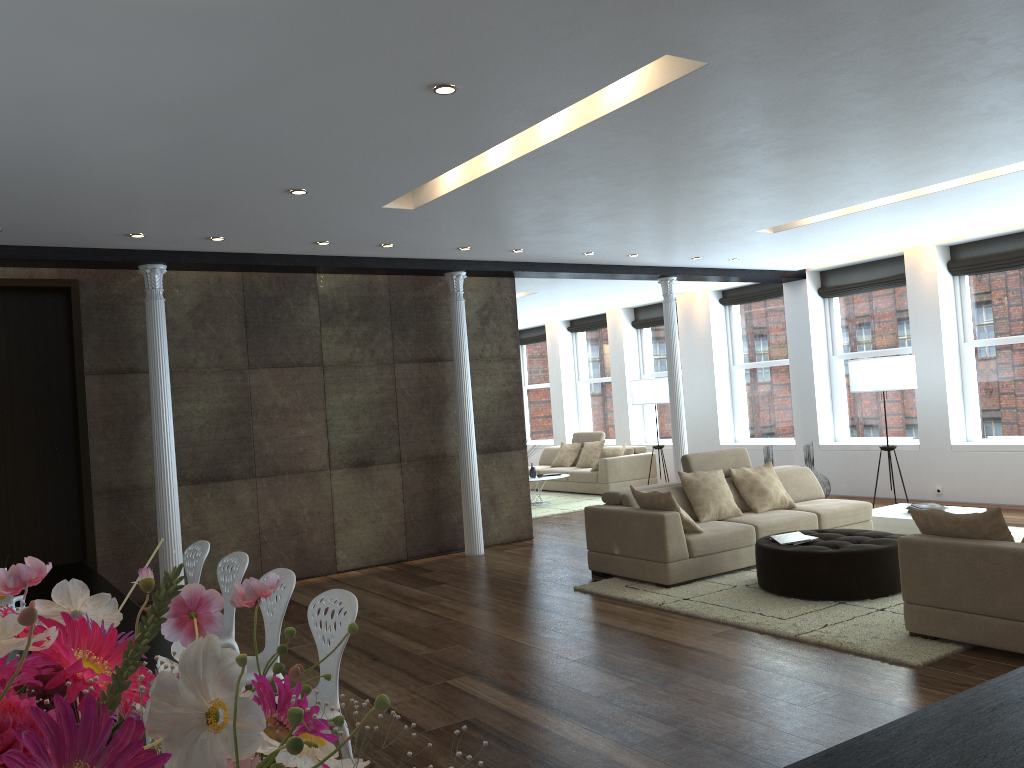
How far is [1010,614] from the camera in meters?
4.6

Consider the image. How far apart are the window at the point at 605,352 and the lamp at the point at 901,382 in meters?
6.3

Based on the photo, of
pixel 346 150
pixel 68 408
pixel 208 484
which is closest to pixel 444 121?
pixel 346 150

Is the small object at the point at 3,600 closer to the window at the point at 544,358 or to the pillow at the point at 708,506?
the pillow at the point at 708,506

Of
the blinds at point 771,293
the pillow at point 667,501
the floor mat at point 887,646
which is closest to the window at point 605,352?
the blinds at point 771,293

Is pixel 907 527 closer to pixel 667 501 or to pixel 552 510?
pixel 667 501

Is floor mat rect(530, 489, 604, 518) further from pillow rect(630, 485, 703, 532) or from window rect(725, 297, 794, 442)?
pillow rect(630, 485, 703, 532)

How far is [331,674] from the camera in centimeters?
65cm

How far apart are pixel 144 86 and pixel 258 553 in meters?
5.2 m

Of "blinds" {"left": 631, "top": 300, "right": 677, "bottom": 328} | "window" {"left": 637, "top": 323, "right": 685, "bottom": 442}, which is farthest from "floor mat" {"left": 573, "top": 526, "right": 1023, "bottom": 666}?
"blinds" {"left": 631, "top": 300, "right": 677, "bottom": 328}
